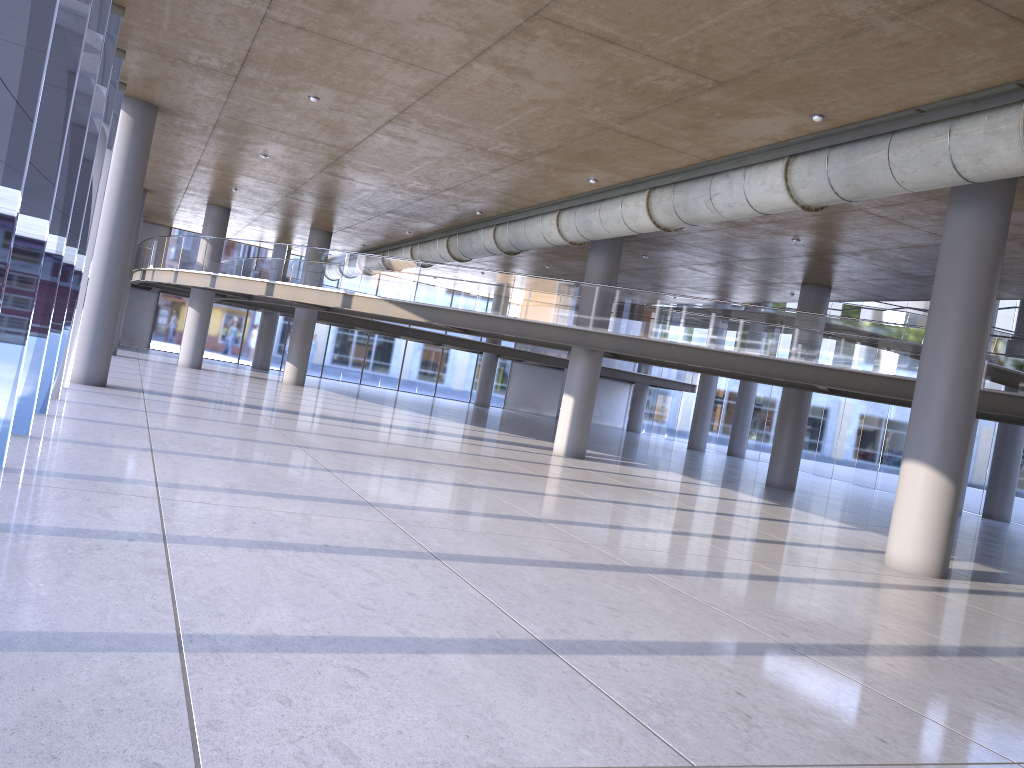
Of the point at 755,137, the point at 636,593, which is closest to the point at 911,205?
the point at 755,137

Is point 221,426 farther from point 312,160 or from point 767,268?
point 767,268
